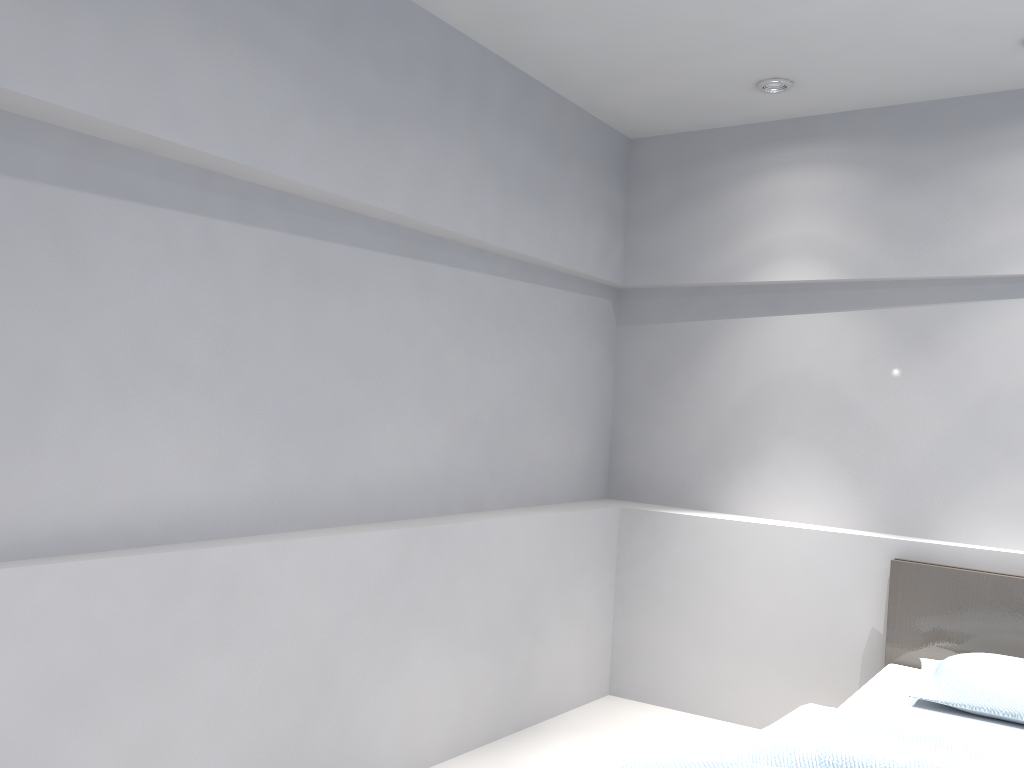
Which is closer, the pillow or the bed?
the bed

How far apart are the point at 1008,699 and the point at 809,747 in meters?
1.1 m

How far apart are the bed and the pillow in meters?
0.0

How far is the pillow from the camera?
2.9 meters

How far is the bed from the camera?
2.2m

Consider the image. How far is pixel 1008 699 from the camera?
2.9m

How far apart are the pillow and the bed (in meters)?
0.02

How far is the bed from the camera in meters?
2.2 m
